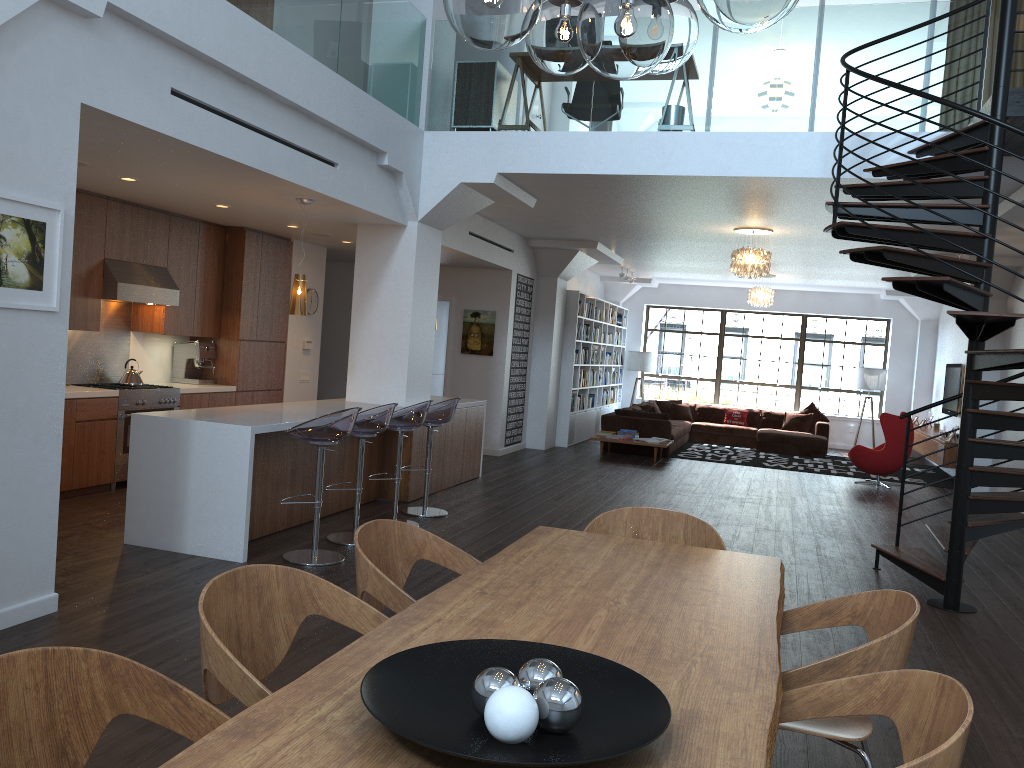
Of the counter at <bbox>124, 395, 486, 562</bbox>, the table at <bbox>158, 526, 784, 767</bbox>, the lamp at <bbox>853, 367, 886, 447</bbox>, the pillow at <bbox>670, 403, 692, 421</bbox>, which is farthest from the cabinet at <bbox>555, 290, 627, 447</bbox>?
the table at <bbox>158, 526, 784, 767</bbox>

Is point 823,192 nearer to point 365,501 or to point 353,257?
point 365,501

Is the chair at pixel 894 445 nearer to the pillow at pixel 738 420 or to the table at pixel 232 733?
the pillow at pixel 738 420

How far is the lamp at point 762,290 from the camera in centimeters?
1465cm

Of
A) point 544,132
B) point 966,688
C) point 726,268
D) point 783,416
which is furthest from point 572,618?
point 783,416

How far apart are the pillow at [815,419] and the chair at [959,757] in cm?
1468

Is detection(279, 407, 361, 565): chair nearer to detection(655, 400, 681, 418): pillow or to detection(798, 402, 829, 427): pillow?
detection(655, 400, 681, 418): pillow

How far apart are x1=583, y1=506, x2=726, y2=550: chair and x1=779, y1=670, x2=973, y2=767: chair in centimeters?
138cm

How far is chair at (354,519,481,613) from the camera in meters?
2.8 m

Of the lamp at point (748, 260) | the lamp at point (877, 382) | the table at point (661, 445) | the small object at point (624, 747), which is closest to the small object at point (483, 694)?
the small object at point (624, 747)
